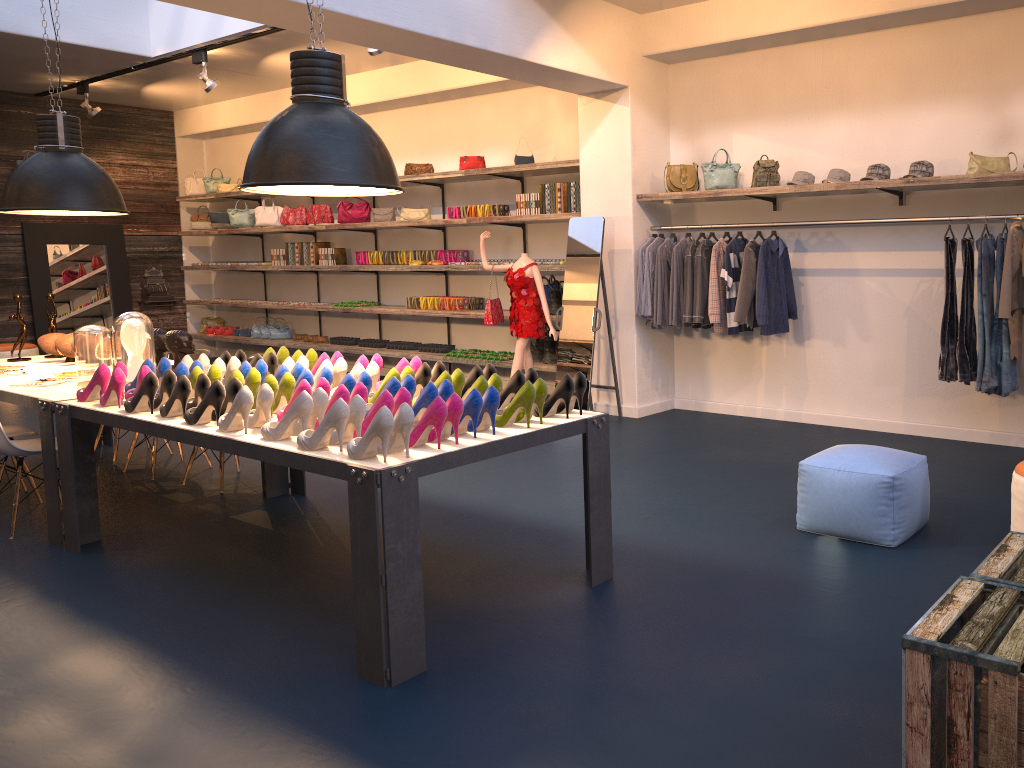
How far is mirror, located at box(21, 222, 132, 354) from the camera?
11.71m

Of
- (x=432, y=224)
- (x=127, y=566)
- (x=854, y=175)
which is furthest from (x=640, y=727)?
(x=432, y=224)

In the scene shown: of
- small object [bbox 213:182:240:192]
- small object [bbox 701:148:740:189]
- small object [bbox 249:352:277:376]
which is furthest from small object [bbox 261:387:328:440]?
small object [bbox 213:182:240:192]

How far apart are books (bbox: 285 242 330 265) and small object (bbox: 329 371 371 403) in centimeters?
750cm

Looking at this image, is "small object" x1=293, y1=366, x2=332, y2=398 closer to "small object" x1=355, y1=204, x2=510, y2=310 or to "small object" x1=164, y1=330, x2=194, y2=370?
"small object" x1=164, y1=330, x2=194, y2=370

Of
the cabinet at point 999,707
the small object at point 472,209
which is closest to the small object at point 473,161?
the small object at point 472,209

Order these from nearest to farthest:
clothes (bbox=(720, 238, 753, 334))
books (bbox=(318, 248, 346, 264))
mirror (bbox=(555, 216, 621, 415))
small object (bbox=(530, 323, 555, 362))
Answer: clothes (bbox=(720, 238, 753, 334)), mirror (bbox=(555, 216, 621, 415)), small object (bbox=(530, 323, 555, 362)), books (bbox=(318, 248, 346, 264))

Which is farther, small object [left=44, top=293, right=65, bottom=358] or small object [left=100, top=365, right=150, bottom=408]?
small object [left=44, top=293, right=65, bottom=358]

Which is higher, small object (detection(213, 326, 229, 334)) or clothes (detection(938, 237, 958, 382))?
clothes (detection(938, 237, 958, 382))

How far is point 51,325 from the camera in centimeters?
668cm
